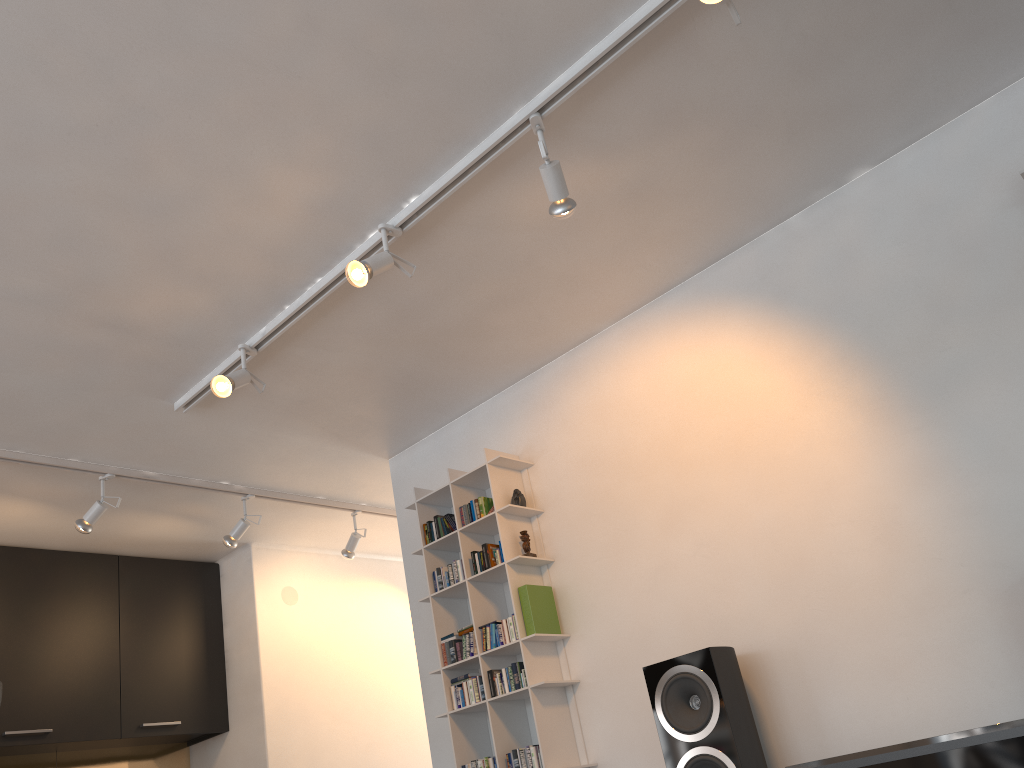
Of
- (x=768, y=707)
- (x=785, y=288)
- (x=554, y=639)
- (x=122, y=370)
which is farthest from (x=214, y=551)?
(x=785, y=288)

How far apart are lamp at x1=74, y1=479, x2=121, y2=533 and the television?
3.2m

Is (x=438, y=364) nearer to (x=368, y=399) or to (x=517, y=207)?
(x=368, y=399)

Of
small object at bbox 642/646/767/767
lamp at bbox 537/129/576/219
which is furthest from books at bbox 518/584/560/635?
lamp at bbox 537/129/576/219

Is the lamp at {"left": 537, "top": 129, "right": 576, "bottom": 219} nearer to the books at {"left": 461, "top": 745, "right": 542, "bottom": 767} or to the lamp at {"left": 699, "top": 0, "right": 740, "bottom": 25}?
the lamp at {"left": 699, "top": 0, "right": 740, "bottom": 25}

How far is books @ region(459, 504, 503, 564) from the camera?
3.7m

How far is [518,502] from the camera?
3.8 meters

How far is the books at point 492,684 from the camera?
3.6m

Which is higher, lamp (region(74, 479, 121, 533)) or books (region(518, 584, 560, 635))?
lamp (region(74, 479, 121, 533))

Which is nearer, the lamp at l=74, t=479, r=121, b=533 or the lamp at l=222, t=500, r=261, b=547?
the lamp at l=74, t=479, r=121, b=533
